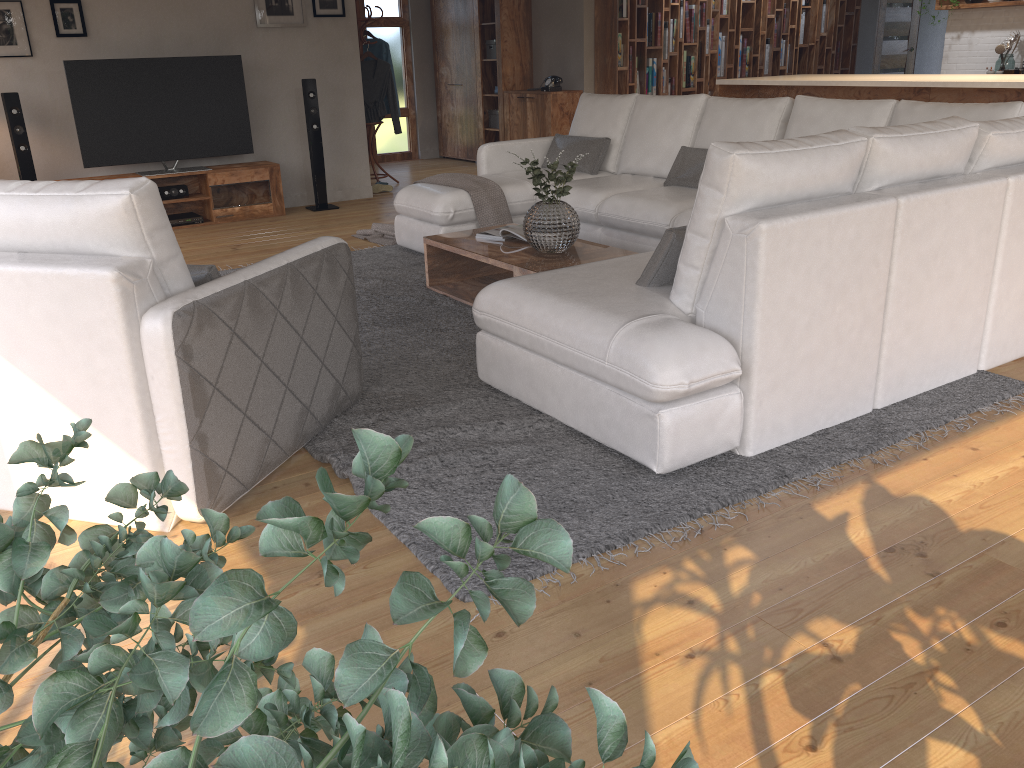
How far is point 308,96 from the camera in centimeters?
747cm

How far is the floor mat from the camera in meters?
2.5 m

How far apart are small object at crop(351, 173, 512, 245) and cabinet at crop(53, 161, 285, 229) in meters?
1.3

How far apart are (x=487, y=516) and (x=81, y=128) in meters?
5.7 m

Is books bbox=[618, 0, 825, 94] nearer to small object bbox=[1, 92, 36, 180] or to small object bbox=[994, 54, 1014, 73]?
small object bbox=[994, 54, 1014, 73]

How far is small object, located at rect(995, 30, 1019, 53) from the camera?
8.2 meters

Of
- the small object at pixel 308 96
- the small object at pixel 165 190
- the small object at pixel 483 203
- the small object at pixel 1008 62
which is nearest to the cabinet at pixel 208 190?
the small object at pixel 165 190

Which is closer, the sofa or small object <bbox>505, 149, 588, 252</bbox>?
the sofa

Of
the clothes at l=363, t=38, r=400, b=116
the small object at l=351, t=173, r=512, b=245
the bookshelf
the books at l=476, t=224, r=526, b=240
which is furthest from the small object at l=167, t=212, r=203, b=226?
the bookshelf

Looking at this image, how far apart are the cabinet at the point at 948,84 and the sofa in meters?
1.5 m
